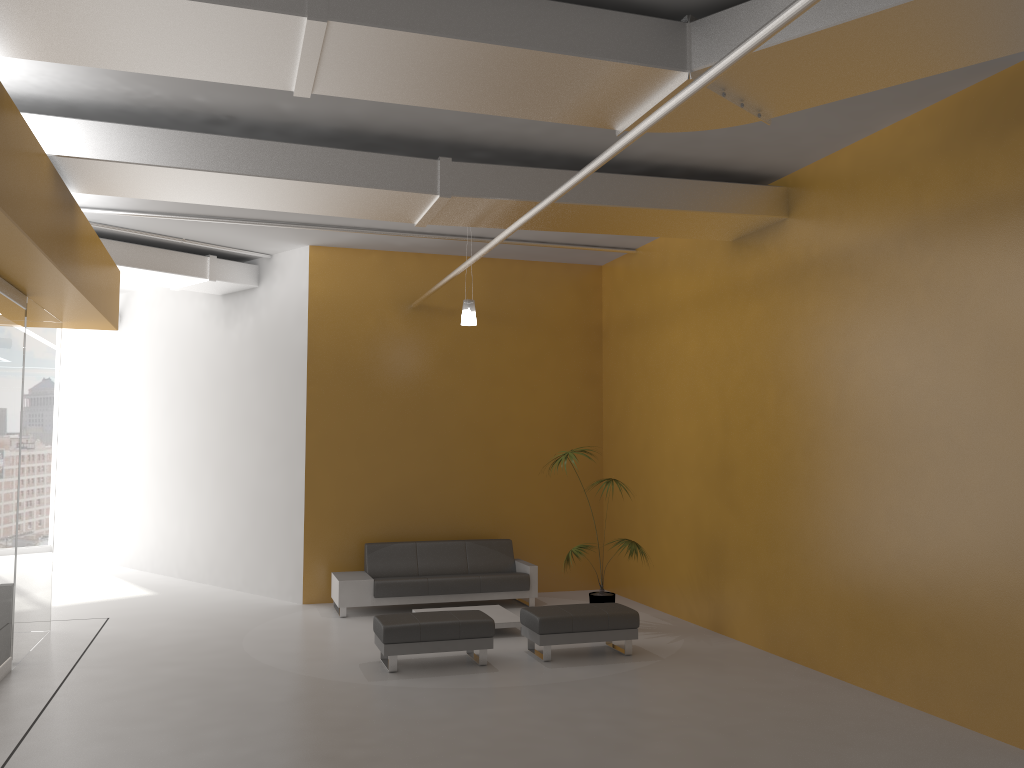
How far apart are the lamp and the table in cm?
315

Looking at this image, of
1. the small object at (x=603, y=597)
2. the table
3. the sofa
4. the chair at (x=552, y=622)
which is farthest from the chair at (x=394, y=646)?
the sofa

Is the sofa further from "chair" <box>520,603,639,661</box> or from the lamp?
the lamp

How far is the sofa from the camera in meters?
10.2

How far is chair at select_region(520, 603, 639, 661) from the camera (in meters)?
8.05

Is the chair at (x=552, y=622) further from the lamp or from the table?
the lamp

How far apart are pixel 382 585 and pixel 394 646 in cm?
259

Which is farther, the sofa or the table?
the sofa

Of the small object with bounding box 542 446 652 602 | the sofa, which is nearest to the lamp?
the small object with bounding box 542 446 652 602

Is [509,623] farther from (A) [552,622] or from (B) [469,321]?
(B) [469,321]
